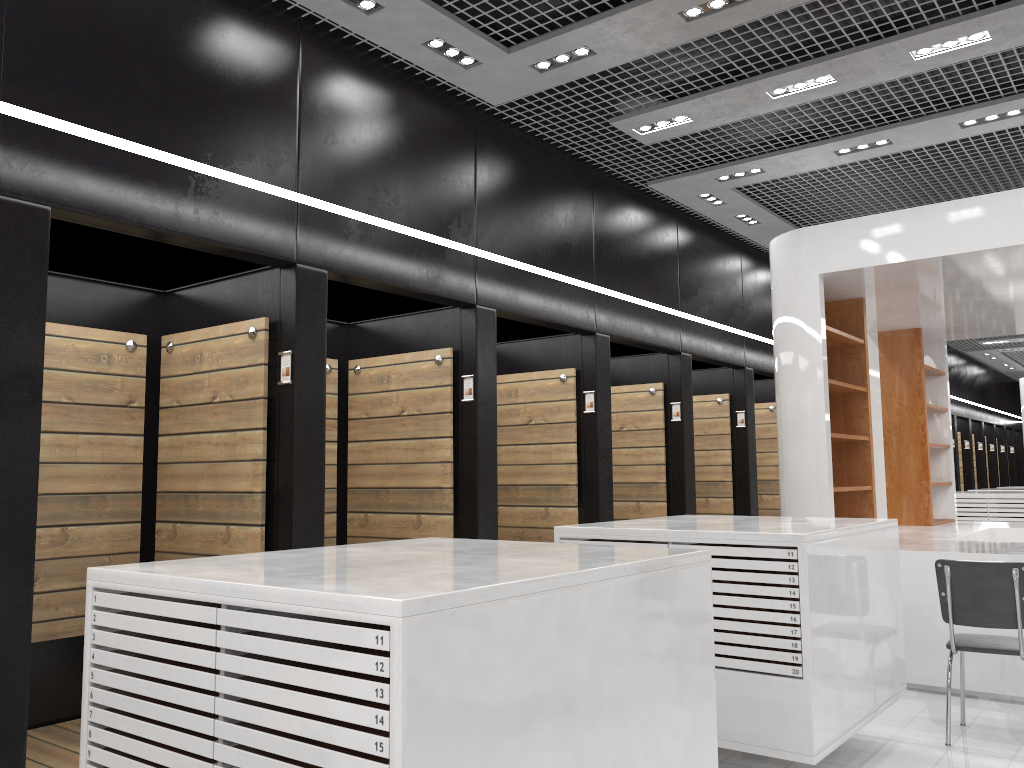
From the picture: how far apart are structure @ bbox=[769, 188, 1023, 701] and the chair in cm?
84

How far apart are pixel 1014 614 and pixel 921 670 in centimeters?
151cm

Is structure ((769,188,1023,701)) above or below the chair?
above

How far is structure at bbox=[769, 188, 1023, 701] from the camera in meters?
6.0 m

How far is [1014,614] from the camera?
4.7 meters

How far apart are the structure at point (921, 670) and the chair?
0.84m

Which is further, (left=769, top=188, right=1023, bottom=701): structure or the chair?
(left=769, top=188, right=1023, bottom=701): structure

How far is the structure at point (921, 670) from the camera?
5.99m
